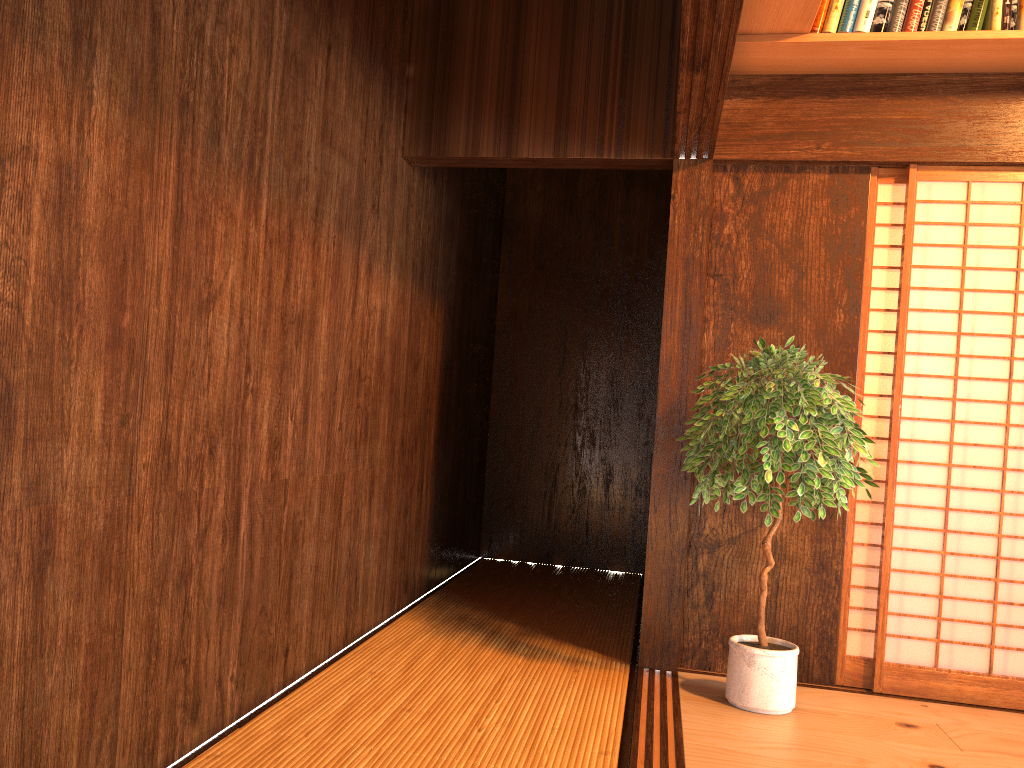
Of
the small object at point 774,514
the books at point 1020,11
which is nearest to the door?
the small object at point 774,514

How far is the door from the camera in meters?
3.4 m

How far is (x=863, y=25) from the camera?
3.2m

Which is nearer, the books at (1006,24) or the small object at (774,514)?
the small object at (774,514)

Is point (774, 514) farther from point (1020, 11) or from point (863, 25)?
point (1020, 11)

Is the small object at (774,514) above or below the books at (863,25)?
below

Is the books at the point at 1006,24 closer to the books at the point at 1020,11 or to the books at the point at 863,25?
the books at the point at 1020,11

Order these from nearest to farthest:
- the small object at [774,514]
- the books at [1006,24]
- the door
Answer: the small object at [774,514] → the books at [1006,24] → the door

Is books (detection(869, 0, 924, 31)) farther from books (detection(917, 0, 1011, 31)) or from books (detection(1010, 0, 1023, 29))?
books (detection(1010, 0, 1023, 29))

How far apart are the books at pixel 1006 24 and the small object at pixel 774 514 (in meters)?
1.25
